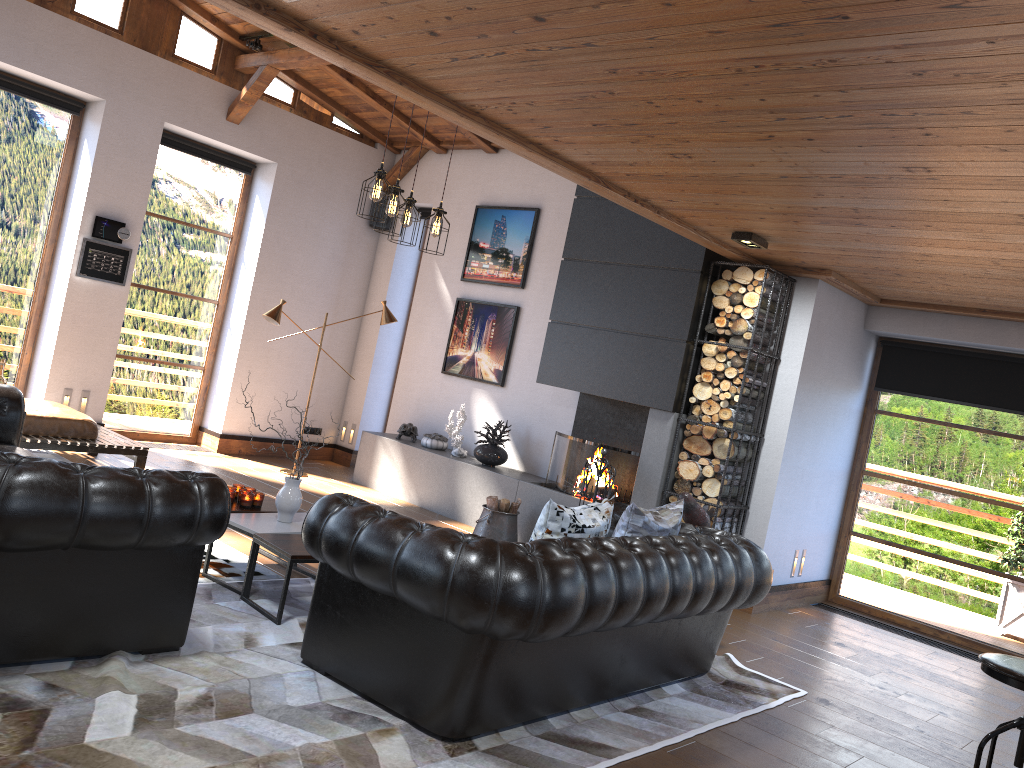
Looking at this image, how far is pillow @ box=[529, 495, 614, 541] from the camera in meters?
4.0

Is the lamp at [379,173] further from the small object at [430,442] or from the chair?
the chair

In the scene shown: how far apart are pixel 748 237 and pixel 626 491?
2.4 meters

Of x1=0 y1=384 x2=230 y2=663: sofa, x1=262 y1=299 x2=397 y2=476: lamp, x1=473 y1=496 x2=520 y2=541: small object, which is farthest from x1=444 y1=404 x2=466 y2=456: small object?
x1=0 y1=384 x2=230 y2=663: sofa

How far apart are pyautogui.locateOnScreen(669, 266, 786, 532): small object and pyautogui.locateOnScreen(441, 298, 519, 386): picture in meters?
2.4

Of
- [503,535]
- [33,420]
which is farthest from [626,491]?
[33,420]

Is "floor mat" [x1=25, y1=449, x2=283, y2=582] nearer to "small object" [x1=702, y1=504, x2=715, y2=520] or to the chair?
"small object" [x1=702, y1=504, x2=715, y2=520]

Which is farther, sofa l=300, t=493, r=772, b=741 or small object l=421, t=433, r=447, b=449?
small object l=421, t=433, r=447, b=449

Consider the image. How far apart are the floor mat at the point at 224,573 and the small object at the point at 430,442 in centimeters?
327cm

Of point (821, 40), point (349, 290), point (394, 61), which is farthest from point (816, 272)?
point (349, 290)
